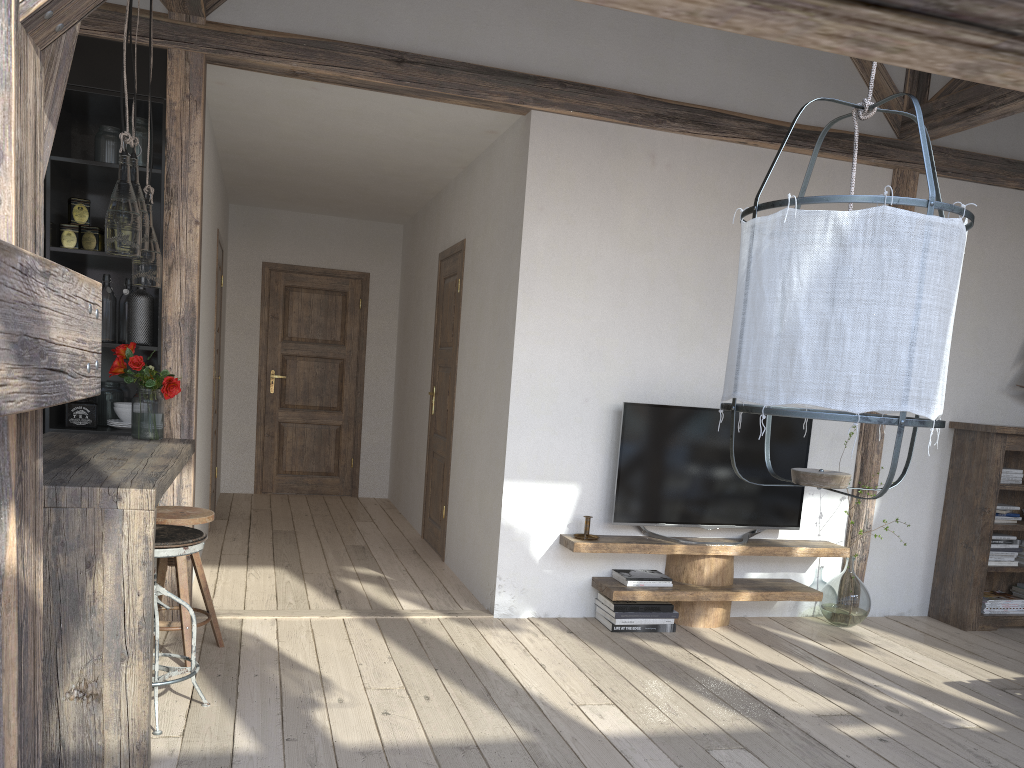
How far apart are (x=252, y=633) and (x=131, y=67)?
2.5 meters

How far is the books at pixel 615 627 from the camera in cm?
432

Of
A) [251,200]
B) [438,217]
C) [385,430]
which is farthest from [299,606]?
[251,200]

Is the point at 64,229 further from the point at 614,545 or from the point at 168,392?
the point at 614,545

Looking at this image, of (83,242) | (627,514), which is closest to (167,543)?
(83,242)

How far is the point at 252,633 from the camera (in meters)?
3.88

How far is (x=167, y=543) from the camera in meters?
2.8 m

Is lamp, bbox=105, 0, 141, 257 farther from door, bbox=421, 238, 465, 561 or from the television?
door, bbox=421, 238, 465, 561

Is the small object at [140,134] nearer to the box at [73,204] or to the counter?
the box at [73,204]

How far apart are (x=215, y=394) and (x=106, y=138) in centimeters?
278cm
